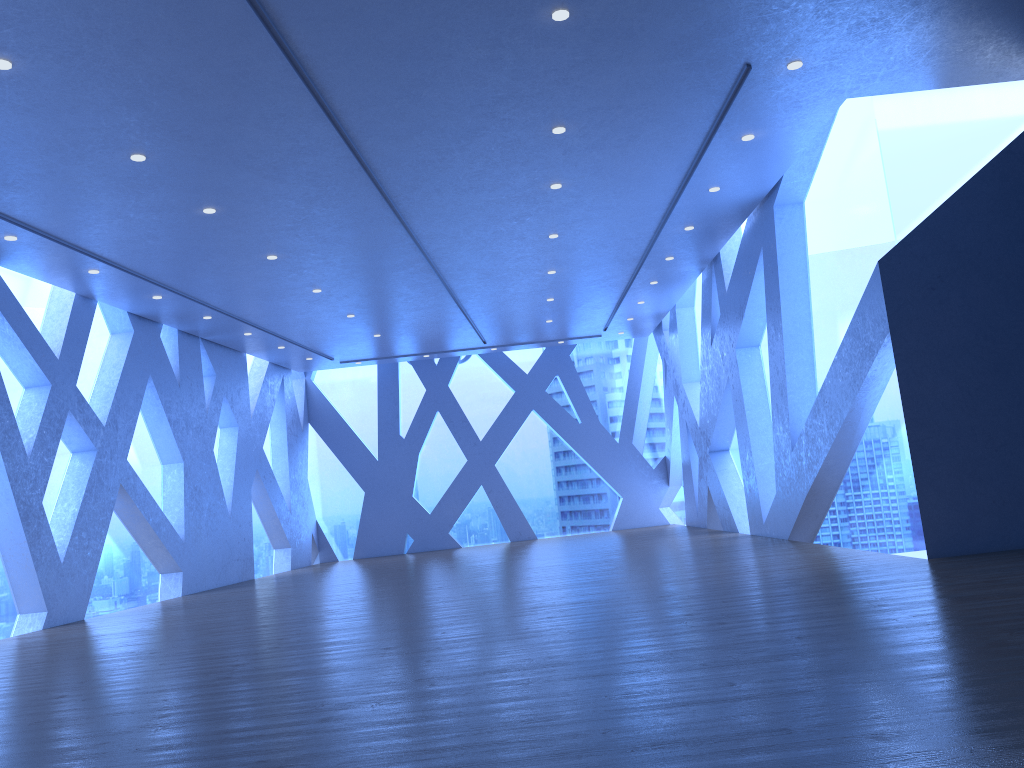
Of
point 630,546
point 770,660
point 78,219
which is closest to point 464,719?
point 770,660
